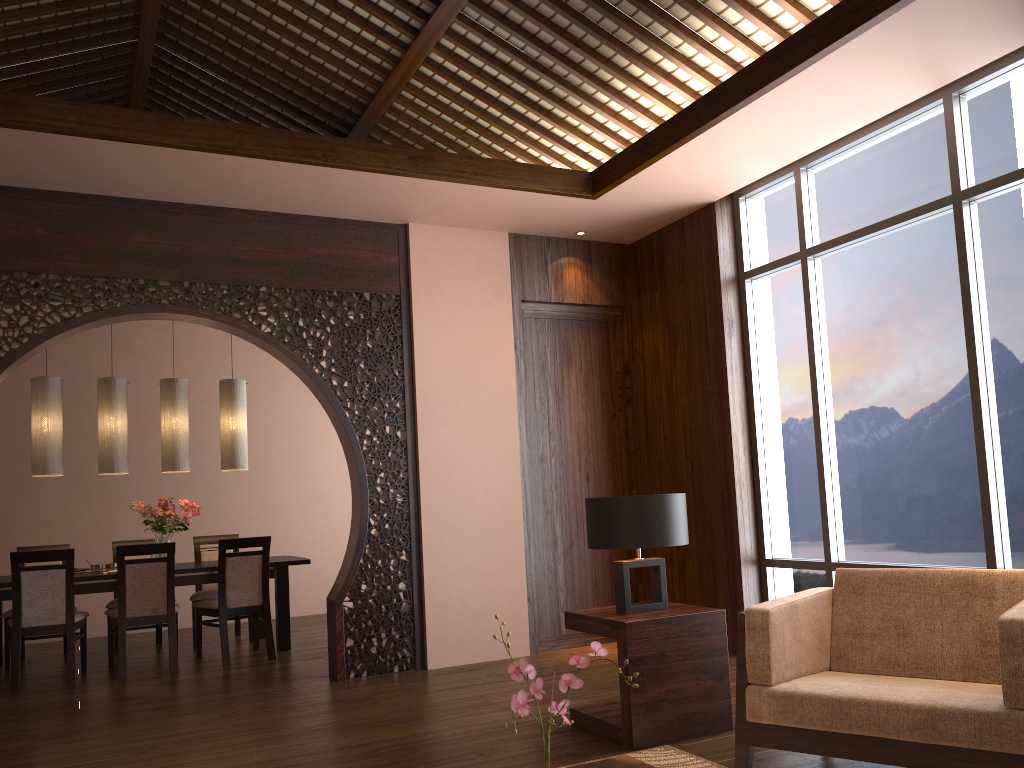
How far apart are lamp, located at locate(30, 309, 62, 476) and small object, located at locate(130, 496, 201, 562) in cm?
56

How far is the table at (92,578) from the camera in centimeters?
586cm

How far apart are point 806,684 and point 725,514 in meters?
2.7 m

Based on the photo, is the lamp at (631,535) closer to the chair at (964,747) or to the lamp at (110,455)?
the chair at (964,747)

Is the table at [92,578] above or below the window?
below

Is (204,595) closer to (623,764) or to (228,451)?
(228,451)

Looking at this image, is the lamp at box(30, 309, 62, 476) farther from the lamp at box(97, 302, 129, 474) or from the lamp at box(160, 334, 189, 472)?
the lamp at box(160, 334, 189, 472)

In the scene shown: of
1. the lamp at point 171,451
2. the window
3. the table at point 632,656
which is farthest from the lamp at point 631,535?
the lamp at point 171,451

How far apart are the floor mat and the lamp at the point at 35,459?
4.70m

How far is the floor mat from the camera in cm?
322
